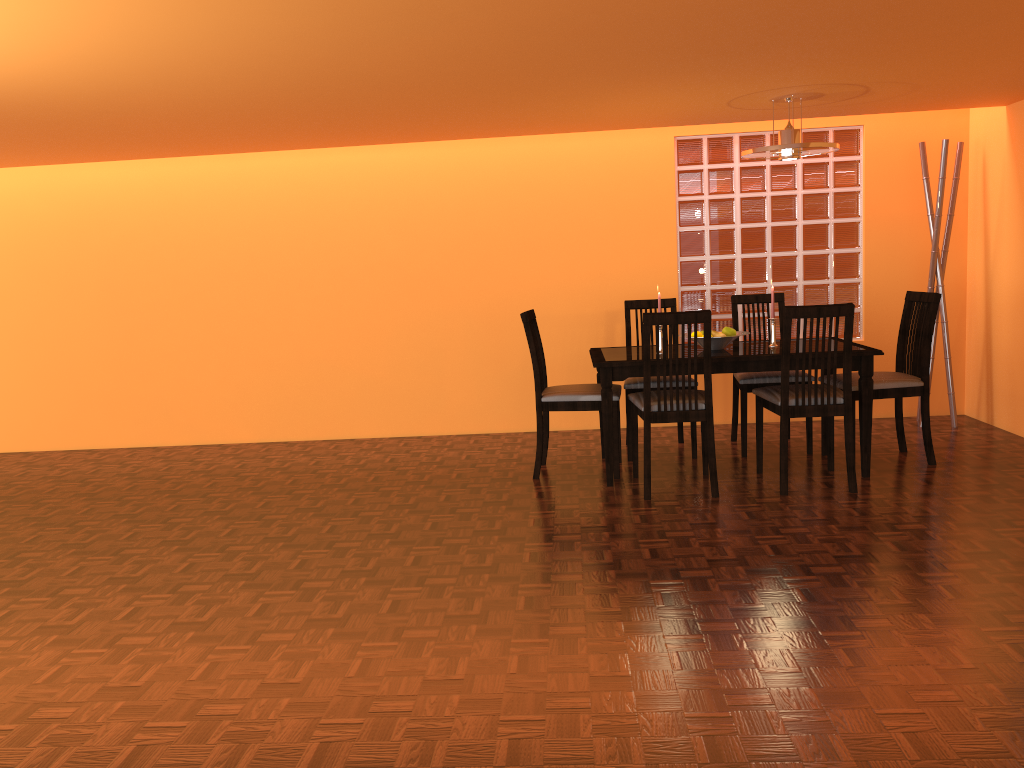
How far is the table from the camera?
3.9 meters

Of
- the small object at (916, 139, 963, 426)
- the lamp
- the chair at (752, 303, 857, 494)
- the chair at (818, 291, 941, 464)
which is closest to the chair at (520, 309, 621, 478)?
the chair at (752, 303, 857, 494)

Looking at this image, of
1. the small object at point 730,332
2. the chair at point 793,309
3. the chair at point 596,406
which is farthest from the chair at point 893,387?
the chair at point 596,406

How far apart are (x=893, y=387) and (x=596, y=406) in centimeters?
136cm

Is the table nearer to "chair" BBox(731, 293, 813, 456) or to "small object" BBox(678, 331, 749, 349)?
"small object" BBox(678, 331, 749, 349)

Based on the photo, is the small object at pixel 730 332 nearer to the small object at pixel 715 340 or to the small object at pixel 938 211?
the small object at pixel 715 340

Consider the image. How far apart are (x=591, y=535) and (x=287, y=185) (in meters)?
3.14

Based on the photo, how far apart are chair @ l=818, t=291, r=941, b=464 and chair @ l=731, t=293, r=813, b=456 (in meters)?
0.33

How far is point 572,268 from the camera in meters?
5.3 m

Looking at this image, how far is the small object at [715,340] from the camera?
4.14m
